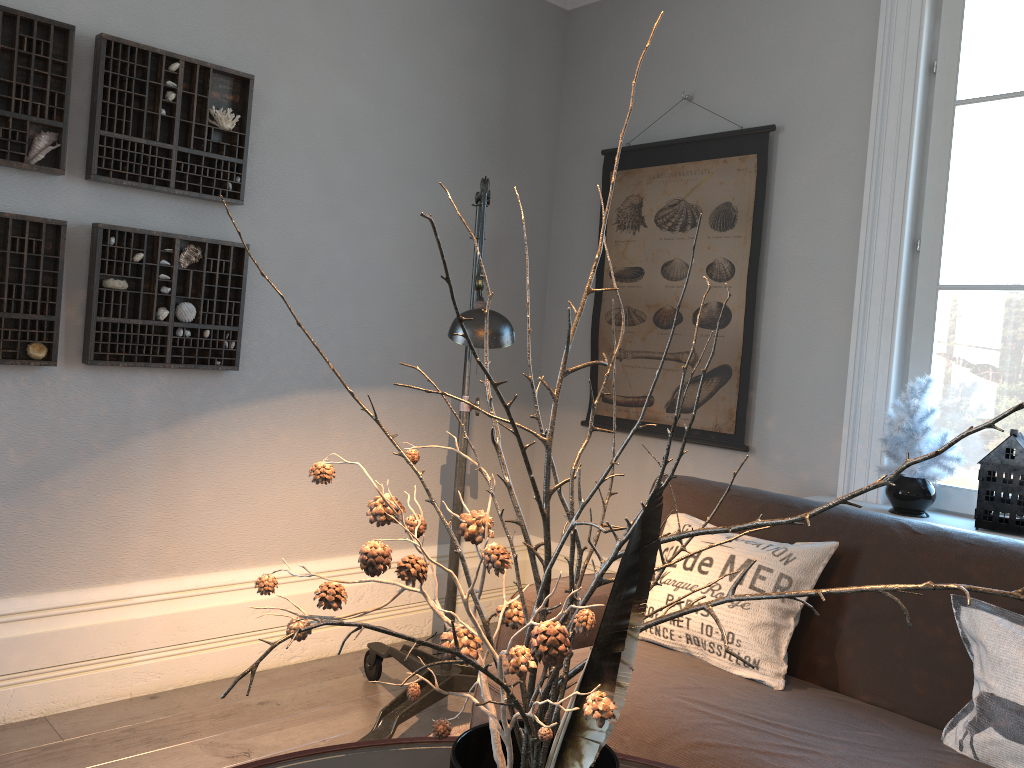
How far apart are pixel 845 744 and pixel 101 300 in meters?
2.3 m

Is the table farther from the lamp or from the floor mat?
the floor mat

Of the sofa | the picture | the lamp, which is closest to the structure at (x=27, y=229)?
the lamp

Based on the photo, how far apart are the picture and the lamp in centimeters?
102cm

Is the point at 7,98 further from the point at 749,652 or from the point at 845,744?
the point at 845,744

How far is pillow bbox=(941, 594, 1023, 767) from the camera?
1.7 meters

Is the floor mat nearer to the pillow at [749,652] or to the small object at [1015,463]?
the pillow at [749,652]

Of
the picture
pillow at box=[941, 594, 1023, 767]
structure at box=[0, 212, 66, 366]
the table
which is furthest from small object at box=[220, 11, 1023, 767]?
the picture

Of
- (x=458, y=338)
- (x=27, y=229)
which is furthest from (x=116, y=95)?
(x=458, y=338)

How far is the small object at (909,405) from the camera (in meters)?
2.54
